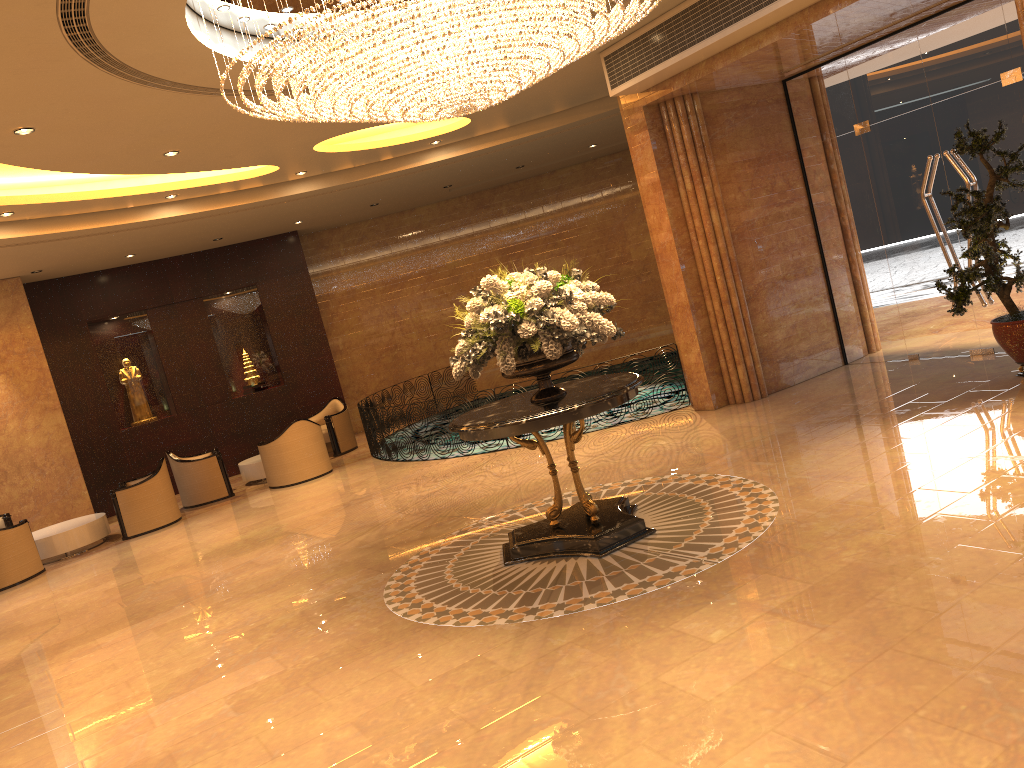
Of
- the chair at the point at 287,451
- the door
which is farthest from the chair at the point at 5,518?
the door

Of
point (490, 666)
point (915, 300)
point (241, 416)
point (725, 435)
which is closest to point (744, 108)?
point (915, 300)

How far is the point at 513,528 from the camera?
7.4m

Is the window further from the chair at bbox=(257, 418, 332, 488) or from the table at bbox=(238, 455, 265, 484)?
the table at bbox=(238, 455, 265, 484)

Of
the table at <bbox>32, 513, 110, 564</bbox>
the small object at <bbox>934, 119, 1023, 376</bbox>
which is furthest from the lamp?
the table at <bbox>32, 513, 110, 564</bbox>

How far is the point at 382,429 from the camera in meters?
12.7 m

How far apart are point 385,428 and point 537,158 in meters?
5.4

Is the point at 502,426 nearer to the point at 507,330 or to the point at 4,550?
the point at 507,330

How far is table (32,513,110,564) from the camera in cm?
1158

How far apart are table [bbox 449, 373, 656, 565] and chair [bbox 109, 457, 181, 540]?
7.00m
